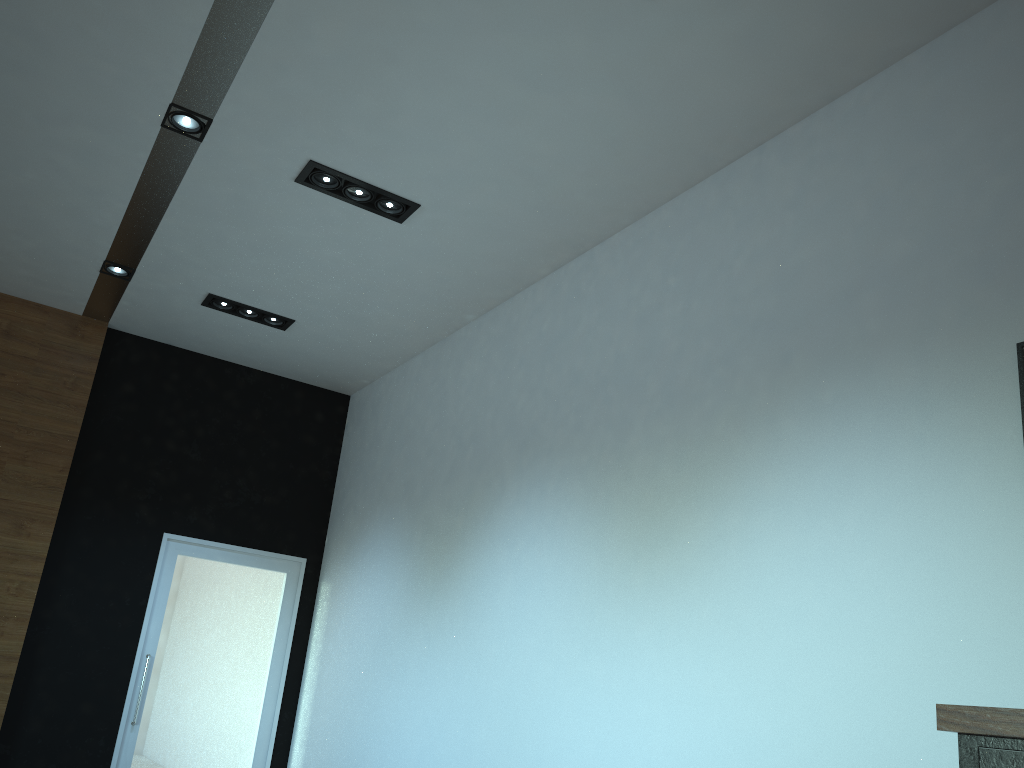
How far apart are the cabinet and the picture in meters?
1.3 m

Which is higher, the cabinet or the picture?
the picture

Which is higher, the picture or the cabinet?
the picture

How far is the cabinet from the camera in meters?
1.8

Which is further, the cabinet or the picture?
the picture

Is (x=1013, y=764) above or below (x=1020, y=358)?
below

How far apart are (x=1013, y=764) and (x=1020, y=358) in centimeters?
141cm

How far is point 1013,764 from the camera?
1.8 meters

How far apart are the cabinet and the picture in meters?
1.3

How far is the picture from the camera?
2.74m
